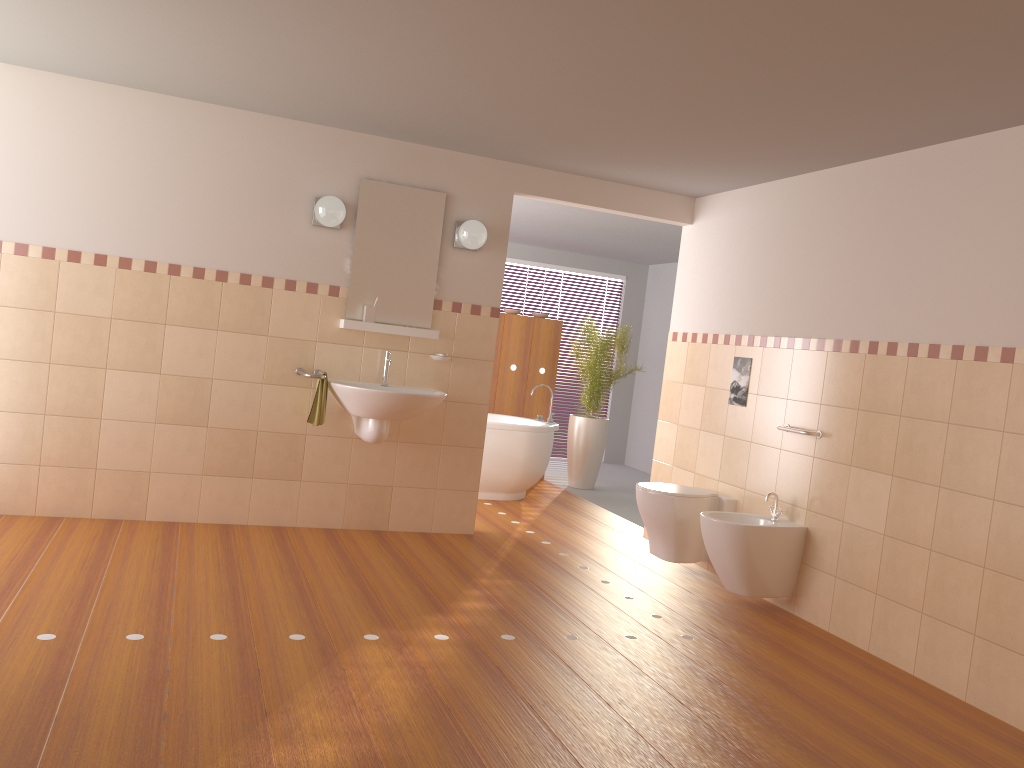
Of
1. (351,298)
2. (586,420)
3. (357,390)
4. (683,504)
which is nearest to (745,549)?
(683,504)

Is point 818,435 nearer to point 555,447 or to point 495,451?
point 495,451

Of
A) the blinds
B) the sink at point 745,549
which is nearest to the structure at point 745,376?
the sink at point 745,549

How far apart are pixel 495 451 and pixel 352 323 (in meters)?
2.02

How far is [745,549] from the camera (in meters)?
4.29

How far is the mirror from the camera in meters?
5.1 m

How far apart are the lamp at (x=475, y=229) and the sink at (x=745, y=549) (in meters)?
1.98

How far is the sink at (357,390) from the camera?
4.68m

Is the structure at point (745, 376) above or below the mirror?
below

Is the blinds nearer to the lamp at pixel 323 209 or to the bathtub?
the bathtub
